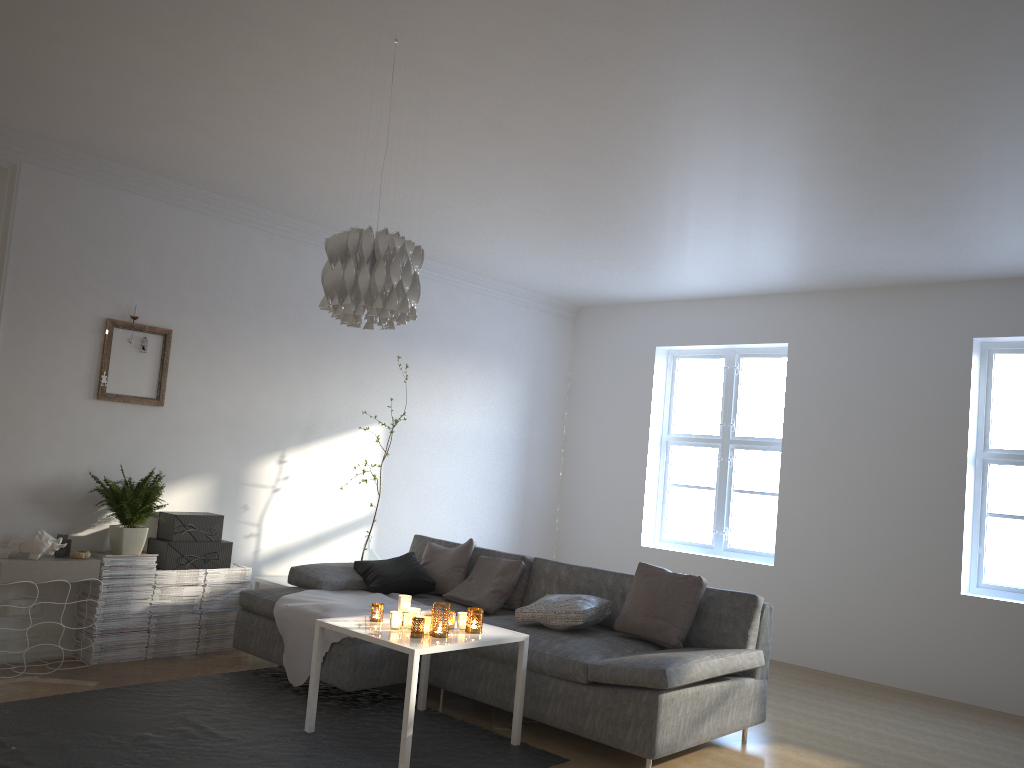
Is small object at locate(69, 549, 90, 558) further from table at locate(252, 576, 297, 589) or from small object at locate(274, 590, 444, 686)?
table at locate(252, 576, 297, 589)

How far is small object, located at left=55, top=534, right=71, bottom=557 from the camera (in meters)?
4.73

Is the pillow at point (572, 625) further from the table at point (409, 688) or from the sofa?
the table at point (409, 688)

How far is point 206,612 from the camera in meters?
5.3

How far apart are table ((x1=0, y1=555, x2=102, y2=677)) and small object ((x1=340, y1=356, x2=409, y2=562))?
1.8m

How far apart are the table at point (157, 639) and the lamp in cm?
263

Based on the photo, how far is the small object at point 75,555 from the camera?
4.7 meters

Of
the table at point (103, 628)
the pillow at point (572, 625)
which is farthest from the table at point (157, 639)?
the pillow at point (572, 625)

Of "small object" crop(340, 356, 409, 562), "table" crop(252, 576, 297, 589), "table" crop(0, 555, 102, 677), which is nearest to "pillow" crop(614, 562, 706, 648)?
"small object" crop(340, 356, 409, 562)

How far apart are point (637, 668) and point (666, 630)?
0.7 meters
